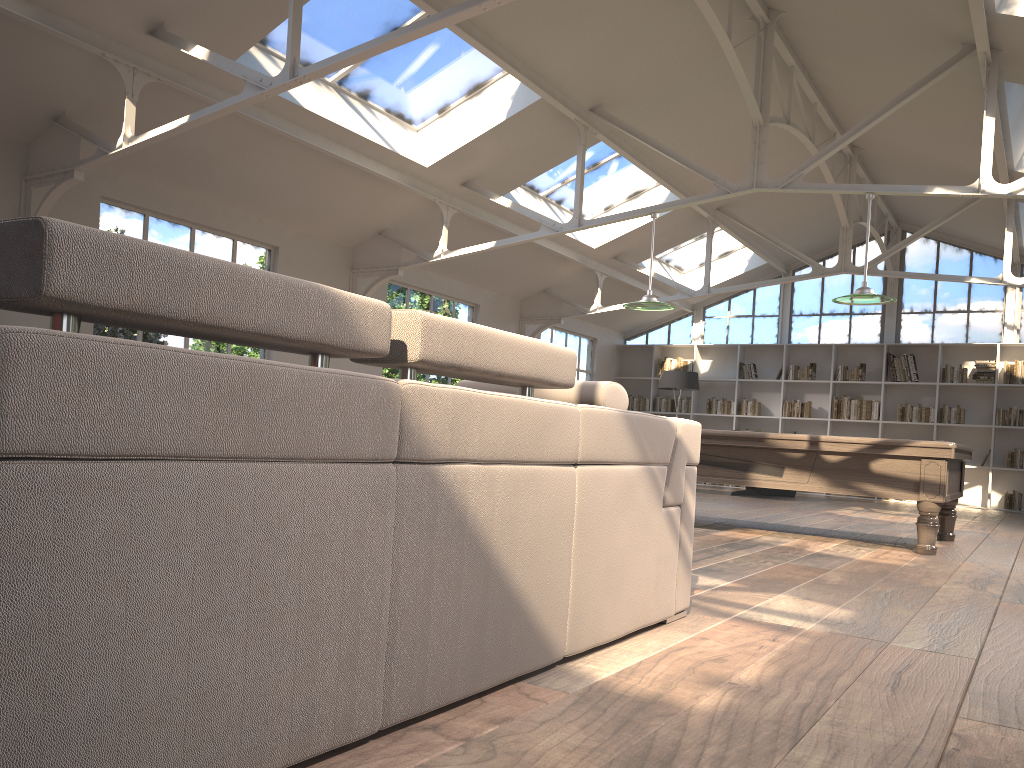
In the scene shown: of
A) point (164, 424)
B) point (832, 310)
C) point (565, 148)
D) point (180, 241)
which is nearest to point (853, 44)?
point (565, 148)

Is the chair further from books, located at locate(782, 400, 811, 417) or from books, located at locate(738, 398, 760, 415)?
books, located at locate(738, 398, 760, 415)

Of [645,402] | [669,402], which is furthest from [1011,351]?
[645,402]

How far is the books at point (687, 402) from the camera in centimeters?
1500cm

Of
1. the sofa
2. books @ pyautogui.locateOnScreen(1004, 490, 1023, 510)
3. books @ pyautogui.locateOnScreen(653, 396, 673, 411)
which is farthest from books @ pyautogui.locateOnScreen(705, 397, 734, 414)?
the sofa

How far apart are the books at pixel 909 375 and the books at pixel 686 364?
3.13m

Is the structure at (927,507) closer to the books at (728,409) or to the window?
the window

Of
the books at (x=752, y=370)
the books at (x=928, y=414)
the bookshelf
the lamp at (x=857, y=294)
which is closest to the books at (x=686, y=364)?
the bookshelf

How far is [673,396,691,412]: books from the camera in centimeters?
1500cm

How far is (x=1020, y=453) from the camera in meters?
12.5 m
